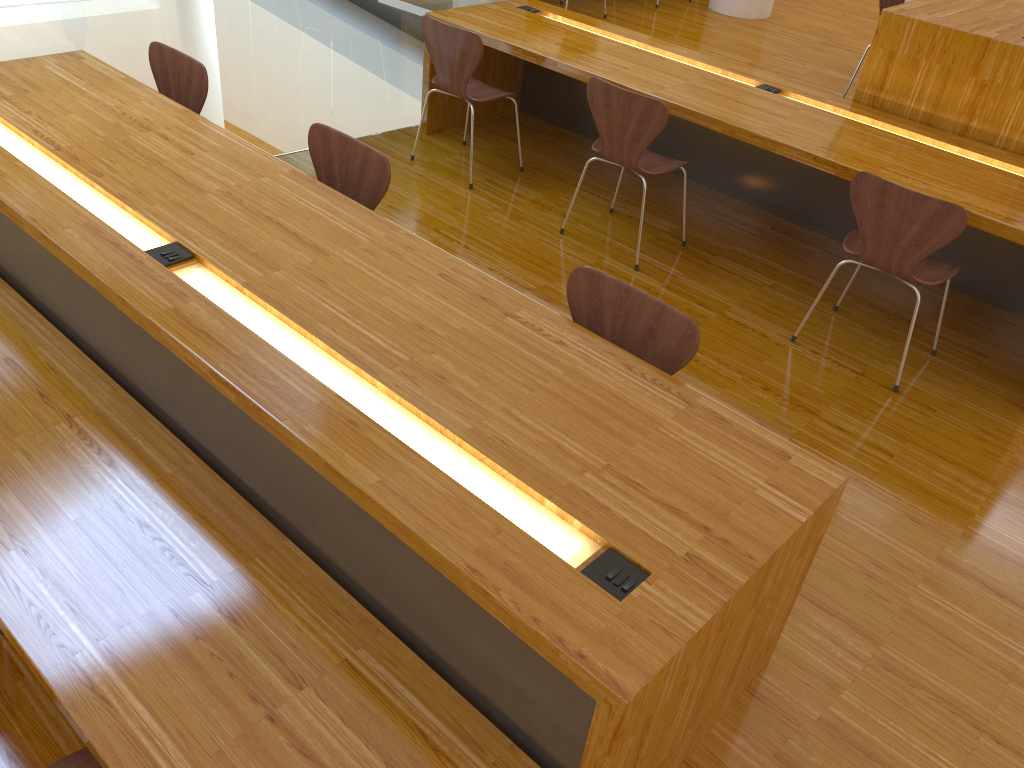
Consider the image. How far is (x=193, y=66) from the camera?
3.2 meters

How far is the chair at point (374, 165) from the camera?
2.7 meters

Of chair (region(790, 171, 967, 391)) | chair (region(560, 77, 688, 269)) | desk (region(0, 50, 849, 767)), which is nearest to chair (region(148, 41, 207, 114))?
desk (region(0, 50, 849, 767))

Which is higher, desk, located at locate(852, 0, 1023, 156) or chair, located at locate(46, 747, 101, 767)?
desk, located at locate(852, 0, 1023, 156)

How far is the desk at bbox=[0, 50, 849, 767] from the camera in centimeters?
152cm

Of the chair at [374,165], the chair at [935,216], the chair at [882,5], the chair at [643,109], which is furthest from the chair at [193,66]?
the chair at [882,5]

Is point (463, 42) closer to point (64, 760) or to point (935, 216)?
point (935, 216)

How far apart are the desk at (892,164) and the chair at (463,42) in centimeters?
17cm

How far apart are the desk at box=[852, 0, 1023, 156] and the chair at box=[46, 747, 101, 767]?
3.71m

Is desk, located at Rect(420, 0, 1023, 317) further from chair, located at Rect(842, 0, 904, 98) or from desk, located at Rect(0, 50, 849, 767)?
desk, located at Rect(0, 50, 849, 767)
